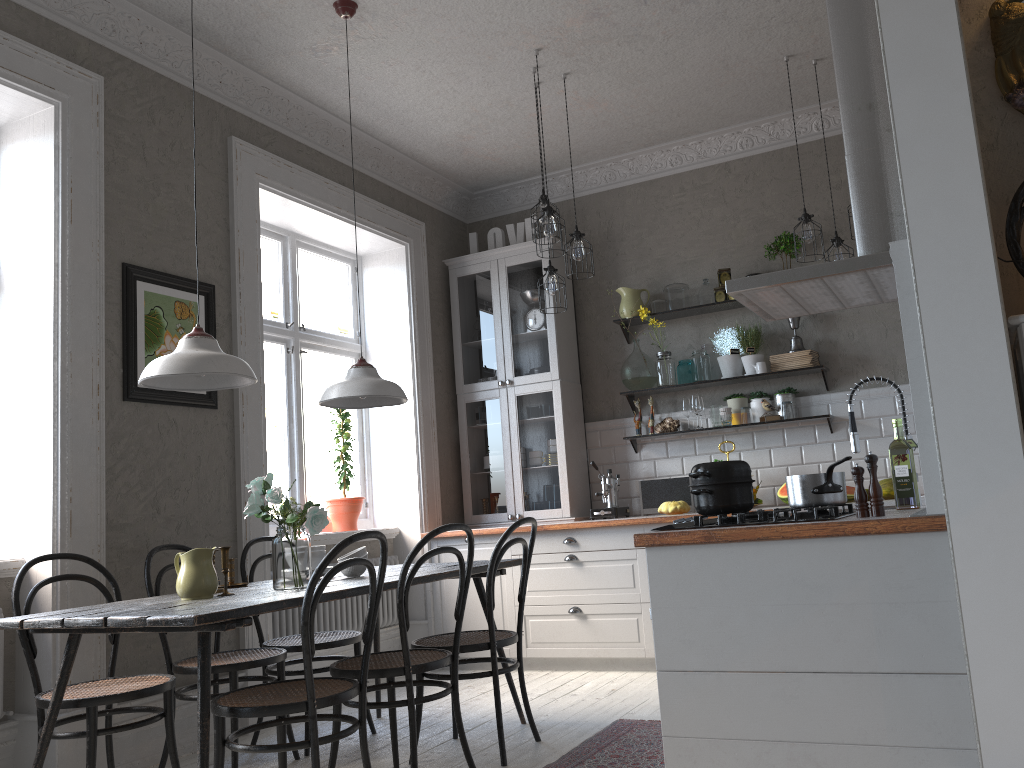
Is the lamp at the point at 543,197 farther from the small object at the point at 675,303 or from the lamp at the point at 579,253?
the small object at the point at 675,303

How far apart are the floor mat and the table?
0.5 meters

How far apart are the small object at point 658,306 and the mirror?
3.4 meters

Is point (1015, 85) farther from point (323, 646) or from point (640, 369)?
point (640, 369)

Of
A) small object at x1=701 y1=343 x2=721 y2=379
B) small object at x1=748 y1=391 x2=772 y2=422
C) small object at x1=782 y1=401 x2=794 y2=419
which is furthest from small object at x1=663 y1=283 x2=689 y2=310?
small object at x1=782 y1=401 x2=794 y2=419

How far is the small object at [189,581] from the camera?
A: 3.0 meters

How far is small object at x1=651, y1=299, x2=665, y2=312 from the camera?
5.8 meters

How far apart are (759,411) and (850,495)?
0.88m

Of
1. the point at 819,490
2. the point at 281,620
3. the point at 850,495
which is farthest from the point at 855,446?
the point at 281,620

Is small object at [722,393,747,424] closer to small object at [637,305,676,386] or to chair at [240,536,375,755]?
small object at [637,305,676,386]
